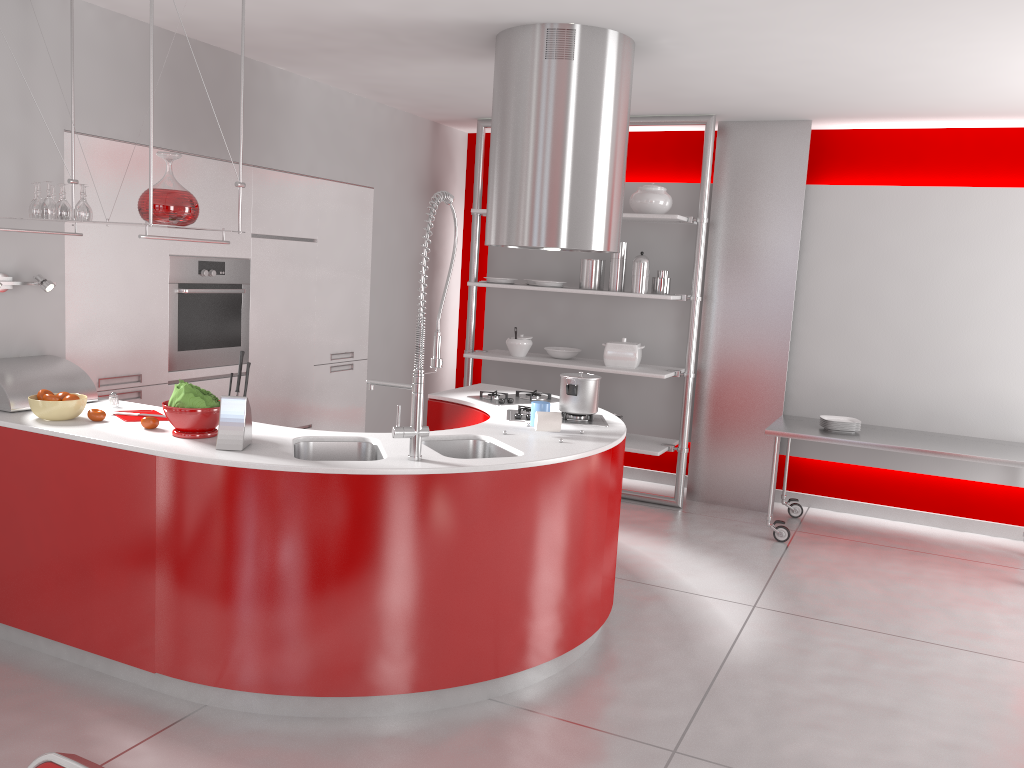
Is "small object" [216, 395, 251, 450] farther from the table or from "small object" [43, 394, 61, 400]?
the table

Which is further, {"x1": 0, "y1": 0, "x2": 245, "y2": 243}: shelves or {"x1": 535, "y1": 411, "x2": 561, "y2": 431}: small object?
{"x1": 535, "y1": 411, "x2": 561, "y2": 431}: small object

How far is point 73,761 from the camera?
1.2m

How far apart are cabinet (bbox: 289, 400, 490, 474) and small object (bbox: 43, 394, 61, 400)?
1.8m

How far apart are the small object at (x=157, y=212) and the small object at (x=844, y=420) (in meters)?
3.93

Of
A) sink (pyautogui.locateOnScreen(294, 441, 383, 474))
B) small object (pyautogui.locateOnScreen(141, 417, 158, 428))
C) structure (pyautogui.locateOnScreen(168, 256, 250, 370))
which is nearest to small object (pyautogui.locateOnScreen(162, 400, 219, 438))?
small object (pyautogui.locateOnScreen(141, 417, 158, 428))

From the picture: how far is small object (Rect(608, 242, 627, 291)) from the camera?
5.90m

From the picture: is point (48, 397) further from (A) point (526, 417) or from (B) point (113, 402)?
(A) point (526, 417)

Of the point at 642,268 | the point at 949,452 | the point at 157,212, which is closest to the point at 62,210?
the point at 157,212

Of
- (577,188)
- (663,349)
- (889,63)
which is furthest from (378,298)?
(889,63)
